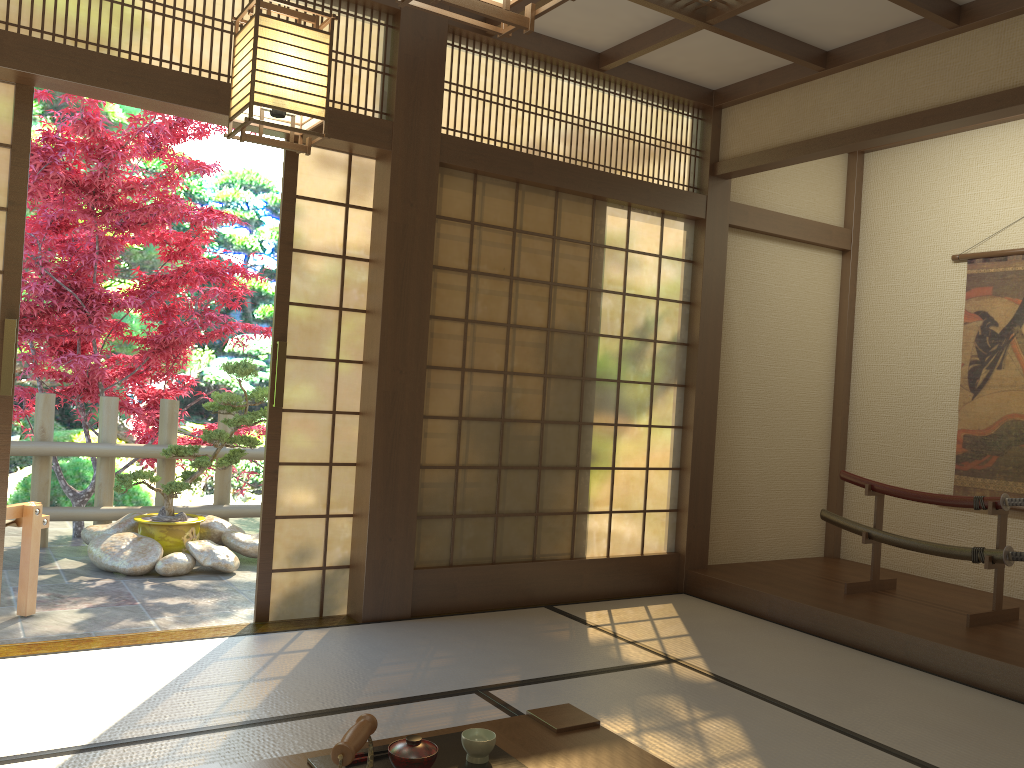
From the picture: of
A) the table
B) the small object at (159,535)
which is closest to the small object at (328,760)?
the table

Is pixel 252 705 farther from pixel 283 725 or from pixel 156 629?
pixel 156 629

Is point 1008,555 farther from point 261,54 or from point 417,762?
point 261,54

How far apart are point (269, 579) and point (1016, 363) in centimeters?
427cm

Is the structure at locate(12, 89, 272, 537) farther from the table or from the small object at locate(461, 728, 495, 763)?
the small object at locate(461, 728, 495, 763)

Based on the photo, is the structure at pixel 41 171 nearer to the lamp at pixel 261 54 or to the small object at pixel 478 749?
the lamp at pixel 261 54

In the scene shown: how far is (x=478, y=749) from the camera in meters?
1.8 m

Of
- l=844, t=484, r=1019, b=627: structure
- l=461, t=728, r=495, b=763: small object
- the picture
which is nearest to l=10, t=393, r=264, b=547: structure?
l=844, t=484, r=1019, b=627: structure

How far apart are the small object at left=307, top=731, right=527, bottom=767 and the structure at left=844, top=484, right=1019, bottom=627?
3.2m

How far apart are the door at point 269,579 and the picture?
3.58m
